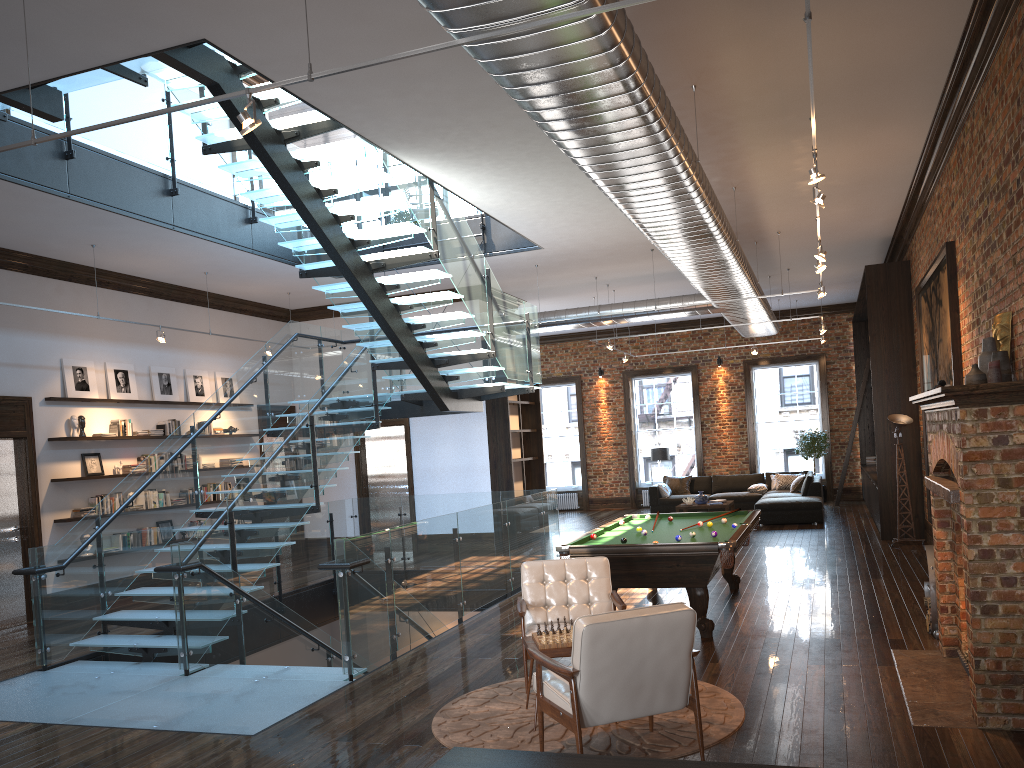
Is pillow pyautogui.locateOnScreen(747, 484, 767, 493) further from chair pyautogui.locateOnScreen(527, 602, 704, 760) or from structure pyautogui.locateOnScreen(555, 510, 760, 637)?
chair pyautogui.locateOnScreen(527, 602, 704, 760)

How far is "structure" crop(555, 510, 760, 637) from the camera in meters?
7.3 m

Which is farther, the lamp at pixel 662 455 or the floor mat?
the lamp at pixel 662 455

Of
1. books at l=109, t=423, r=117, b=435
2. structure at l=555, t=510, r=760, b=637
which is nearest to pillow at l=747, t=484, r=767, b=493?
structure at l=555, t=510, r=760, b=637

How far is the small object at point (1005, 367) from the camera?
5.7 meters

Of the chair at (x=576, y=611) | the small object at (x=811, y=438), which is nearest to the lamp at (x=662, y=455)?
the small object at (x=811, y=438)

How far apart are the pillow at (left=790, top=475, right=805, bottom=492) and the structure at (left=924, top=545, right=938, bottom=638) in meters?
10.3 m

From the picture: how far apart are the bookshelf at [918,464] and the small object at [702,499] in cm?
298

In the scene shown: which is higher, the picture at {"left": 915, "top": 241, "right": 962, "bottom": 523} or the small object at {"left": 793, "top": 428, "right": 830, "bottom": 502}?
the picture at {"left": 915, "top": 241, "right": 962, "bottom": 523}

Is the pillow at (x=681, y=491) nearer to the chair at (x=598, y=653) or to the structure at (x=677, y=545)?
the structure at (x=677, y=545)
